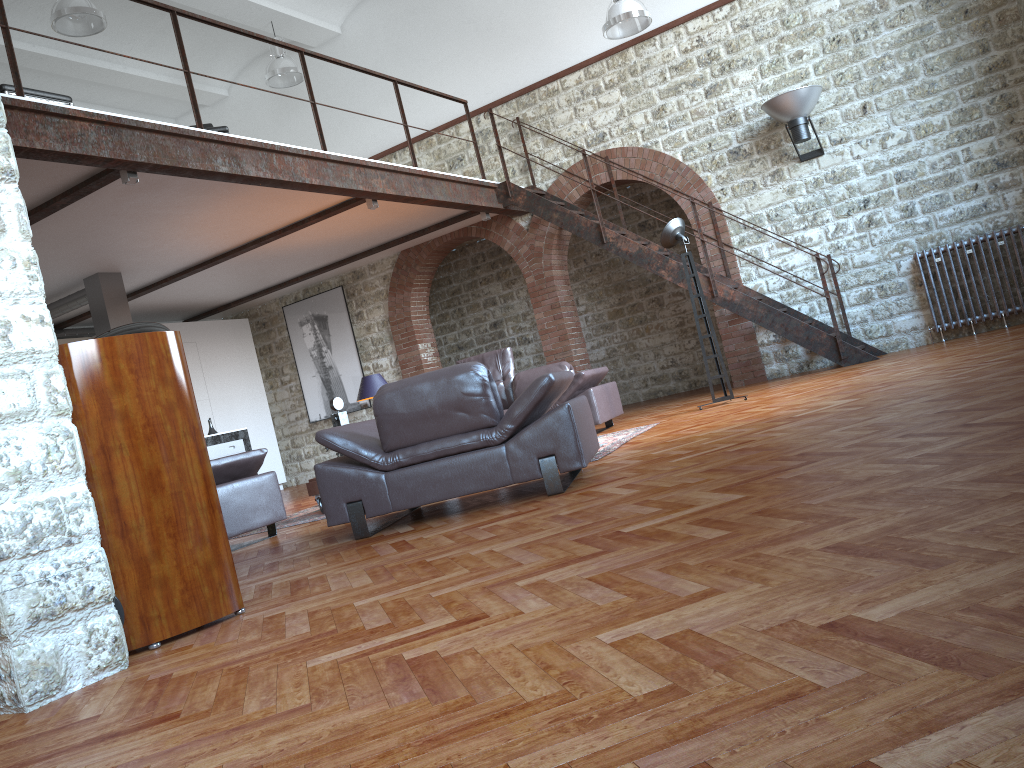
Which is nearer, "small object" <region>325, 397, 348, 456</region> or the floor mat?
the floor mat

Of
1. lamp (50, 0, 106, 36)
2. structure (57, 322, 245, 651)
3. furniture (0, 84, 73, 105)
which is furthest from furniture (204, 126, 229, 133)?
structure (57, 322, 245, 651)

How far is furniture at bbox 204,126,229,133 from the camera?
8.1 meters

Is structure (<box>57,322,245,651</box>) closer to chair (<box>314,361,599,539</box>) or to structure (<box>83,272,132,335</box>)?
chair (<box>314,361,599,539</box>)

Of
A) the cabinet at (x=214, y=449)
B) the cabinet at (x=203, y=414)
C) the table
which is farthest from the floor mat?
the cabinet at (x=203, y=414)

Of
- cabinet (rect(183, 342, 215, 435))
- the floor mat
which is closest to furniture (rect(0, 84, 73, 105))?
the floor mat

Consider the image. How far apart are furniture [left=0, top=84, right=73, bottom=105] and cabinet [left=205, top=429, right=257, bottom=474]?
4.3 meters

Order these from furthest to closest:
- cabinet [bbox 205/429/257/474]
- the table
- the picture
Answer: the picture → cabinet [bbox 205/429/257/474] → the table

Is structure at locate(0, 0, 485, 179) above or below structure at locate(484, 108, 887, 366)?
above

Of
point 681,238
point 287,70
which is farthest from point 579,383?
point 287,70
